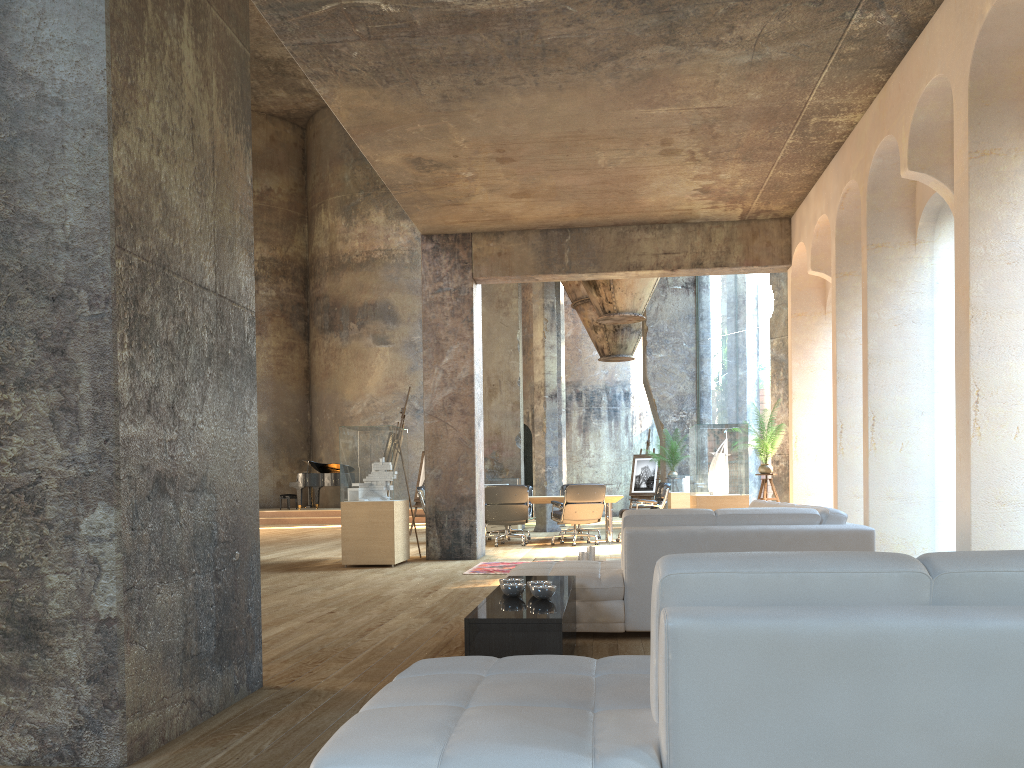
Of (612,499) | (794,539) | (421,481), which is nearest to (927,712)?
(794,539)

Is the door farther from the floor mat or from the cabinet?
the cabinet

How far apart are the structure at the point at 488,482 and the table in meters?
4.1

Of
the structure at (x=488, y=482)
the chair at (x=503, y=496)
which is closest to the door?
the structure at (x=488, y=482)

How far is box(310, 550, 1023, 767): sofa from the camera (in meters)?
1.53

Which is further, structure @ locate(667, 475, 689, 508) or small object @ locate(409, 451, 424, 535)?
small object @ locate(409, 451, 424, 535)

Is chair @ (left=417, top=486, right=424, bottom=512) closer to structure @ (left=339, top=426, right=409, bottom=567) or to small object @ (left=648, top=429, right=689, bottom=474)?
structure @ (left=339, top=426, right=409, bottom=567)

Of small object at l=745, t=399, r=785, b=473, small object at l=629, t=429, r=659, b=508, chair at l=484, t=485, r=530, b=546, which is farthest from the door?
small object at l=745, t=399, r=785, b=473

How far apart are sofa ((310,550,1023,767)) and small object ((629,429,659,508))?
17.0 meters

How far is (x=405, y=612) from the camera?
5.95m
